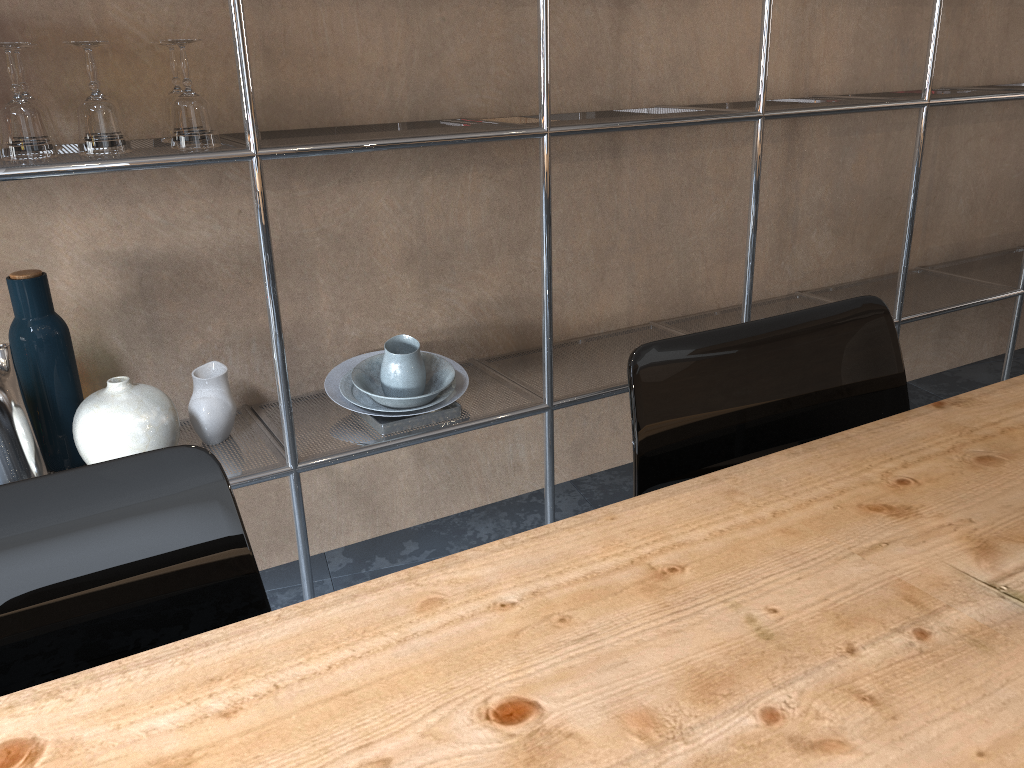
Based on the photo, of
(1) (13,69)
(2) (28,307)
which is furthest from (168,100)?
(2) (28,307)

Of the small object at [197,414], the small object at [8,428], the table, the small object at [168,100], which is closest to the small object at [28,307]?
the small object at [8,428]

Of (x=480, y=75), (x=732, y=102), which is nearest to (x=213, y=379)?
(x=480, y=75)

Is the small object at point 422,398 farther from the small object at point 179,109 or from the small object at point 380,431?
the small object at point 179,109

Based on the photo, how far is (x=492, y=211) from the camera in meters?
2.1 m

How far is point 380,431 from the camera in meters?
1.8 m

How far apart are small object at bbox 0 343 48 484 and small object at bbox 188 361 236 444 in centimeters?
28cm

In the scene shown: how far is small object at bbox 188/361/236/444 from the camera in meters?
1.7 m

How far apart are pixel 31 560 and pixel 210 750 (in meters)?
0.26

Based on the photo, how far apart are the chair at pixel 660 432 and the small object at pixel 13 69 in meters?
1.0 m
